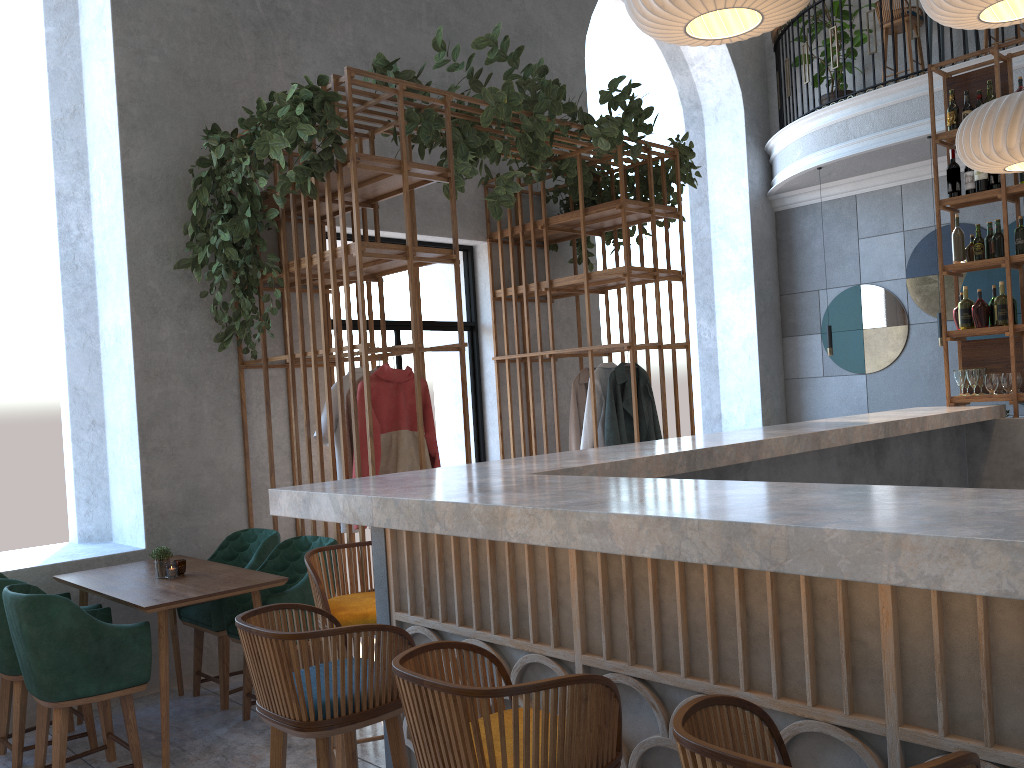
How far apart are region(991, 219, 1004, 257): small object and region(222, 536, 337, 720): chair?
4.4 meters

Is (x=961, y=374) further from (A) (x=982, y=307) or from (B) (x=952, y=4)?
(B) (x=952, y=4)

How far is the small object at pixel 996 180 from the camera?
5.6 meters

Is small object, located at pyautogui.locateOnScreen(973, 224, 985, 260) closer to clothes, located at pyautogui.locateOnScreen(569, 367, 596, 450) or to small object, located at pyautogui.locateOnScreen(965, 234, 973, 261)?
small object, located at pyautogui.locateOnScreen(965, 234, 973, 261)

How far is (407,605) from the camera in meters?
2.6

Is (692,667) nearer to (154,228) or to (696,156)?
(154,228)

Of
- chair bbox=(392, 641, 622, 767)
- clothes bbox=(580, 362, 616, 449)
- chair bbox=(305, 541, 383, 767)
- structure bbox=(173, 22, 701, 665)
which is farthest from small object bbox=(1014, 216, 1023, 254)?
chair bbox=(392, 641, 622, 767)

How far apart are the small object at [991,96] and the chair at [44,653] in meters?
5.7 m

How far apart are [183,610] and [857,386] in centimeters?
695cm

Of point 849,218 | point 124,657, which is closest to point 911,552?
point 124,657
